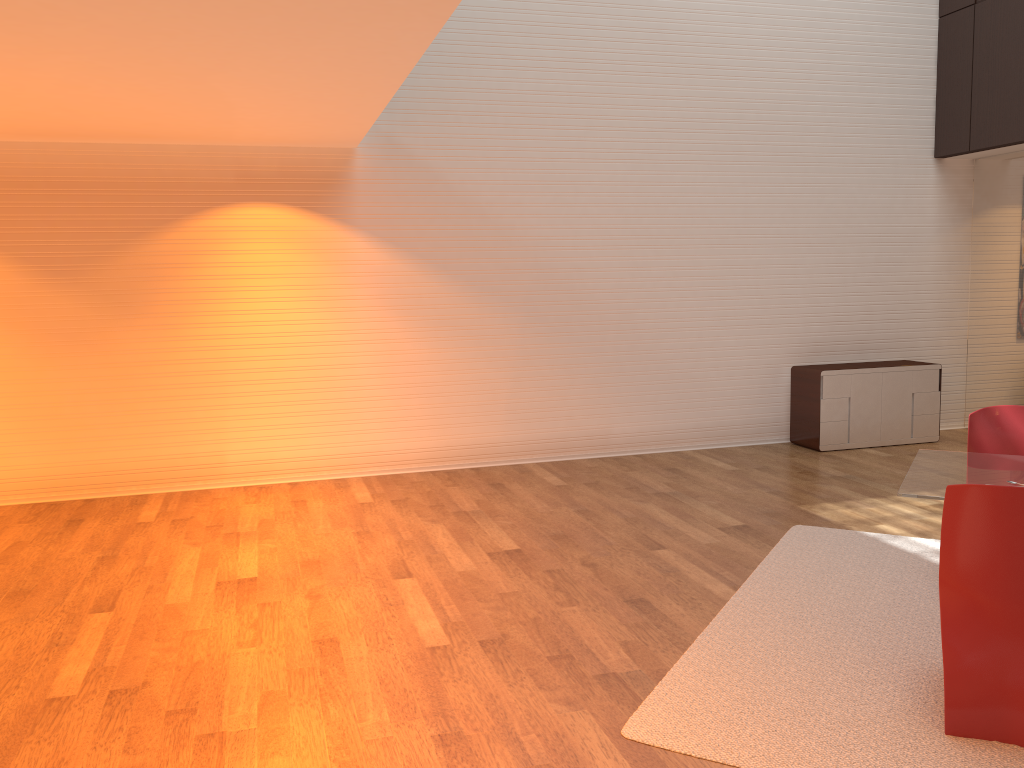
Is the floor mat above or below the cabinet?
below

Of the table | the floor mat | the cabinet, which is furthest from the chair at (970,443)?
the cabinet

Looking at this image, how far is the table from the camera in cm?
360

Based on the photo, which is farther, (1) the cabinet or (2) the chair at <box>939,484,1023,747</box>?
(1) the cabinet

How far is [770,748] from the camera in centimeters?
301cm

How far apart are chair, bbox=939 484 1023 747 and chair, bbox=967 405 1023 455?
1.6m

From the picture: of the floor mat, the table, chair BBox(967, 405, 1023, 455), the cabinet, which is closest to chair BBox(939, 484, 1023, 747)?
the floor mat

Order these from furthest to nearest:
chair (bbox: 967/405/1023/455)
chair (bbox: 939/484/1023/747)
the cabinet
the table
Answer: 1. the cabinet
2. chair (bbox: 967/405/1023/455)
3. the table
4. chair (bbox: 939/484/1023/747)

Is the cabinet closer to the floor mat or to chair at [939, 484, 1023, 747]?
the floor mat

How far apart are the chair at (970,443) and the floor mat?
0.7 meters
